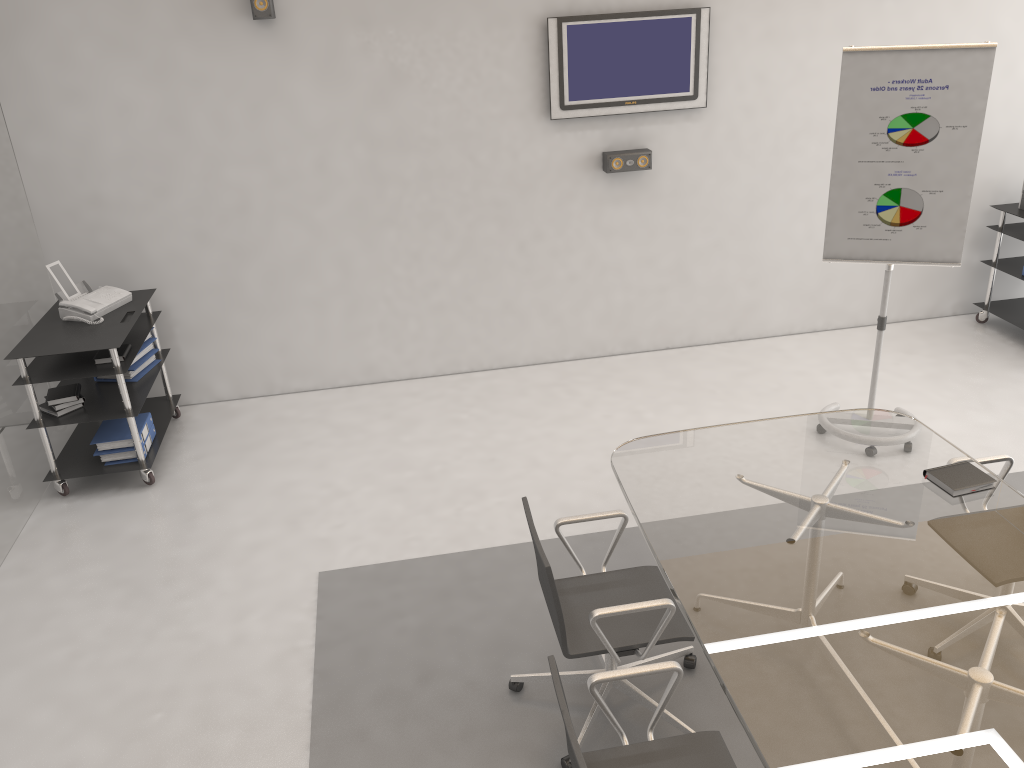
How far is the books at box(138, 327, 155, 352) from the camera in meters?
5.3

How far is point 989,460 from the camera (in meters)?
3.51

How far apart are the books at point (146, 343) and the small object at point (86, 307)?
0.3m

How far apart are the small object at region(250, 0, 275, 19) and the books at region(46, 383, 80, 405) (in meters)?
2.29

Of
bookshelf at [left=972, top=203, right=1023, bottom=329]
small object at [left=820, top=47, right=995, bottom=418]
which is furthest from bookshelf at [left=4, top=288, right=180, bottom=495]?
bookshelf at [left=972, top=203, right=1023, bottom=329]

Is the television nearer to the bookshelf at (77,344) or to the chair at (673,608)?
the bookshelf at (77,344)

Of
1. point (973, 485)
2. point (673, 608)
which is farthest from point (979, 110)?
point (673, 608)

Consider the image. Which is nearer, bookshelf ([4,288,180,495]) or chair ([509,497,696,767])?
chair ([509,497,696,767])

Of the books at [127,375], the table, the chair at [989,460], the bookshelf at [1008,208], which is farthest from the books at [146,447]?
the bookshelf at [1008,208]

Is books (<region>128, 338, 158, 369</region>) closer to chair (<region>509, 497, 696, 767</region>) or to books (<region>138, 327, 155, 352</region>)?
books (<region>138, 327, 155, 352</region>)
